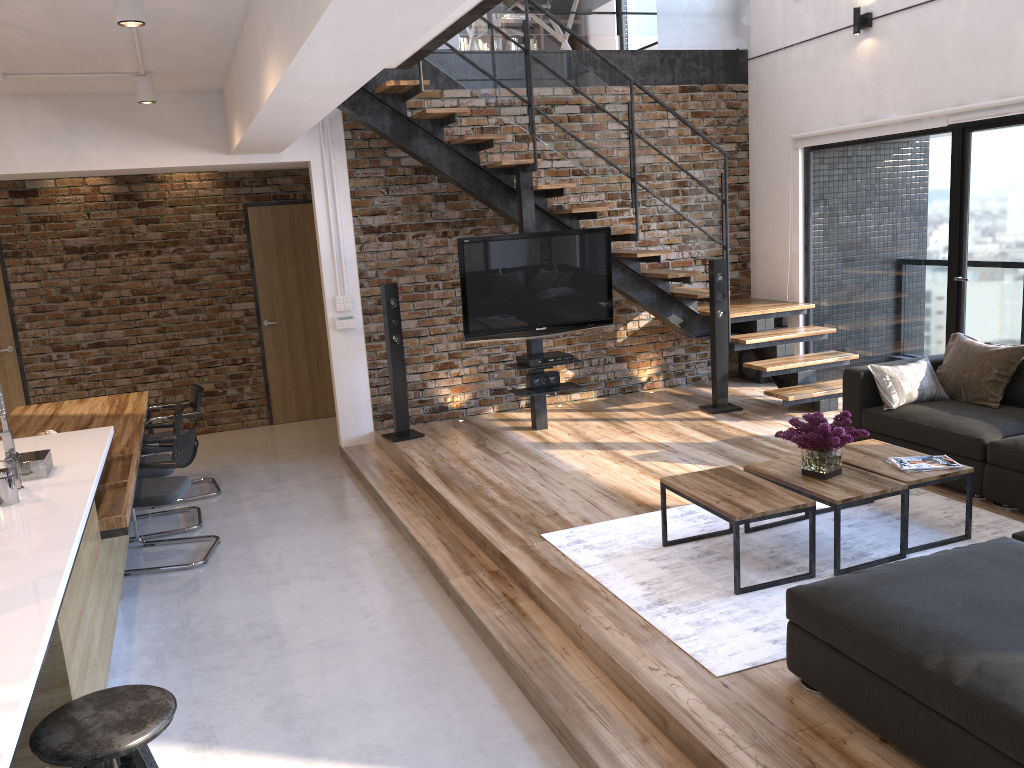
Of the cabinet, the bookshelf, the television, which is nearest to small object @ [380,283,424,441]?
the television

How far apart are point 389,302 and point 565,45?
3.32m

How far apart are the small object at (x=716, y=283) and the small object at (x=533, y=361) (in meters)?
1.25

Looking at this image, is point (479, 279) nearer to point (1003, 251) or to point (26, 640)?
point (1003, 251)

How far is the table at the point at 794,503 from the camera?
3.8m

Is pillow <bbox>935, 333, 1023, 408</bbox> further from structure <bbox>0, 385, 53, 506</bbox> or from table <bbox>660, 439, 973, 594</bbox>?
structure <bbox>0, 385, 53, 506</bbox>

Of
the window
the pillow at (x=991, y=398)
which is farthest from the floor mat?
the window

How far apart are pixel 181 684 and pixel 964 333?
5.4m

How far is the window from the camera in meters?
5.8 m

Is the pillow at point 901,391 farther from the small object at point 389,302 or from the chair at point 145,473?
the chair at point 145,473
